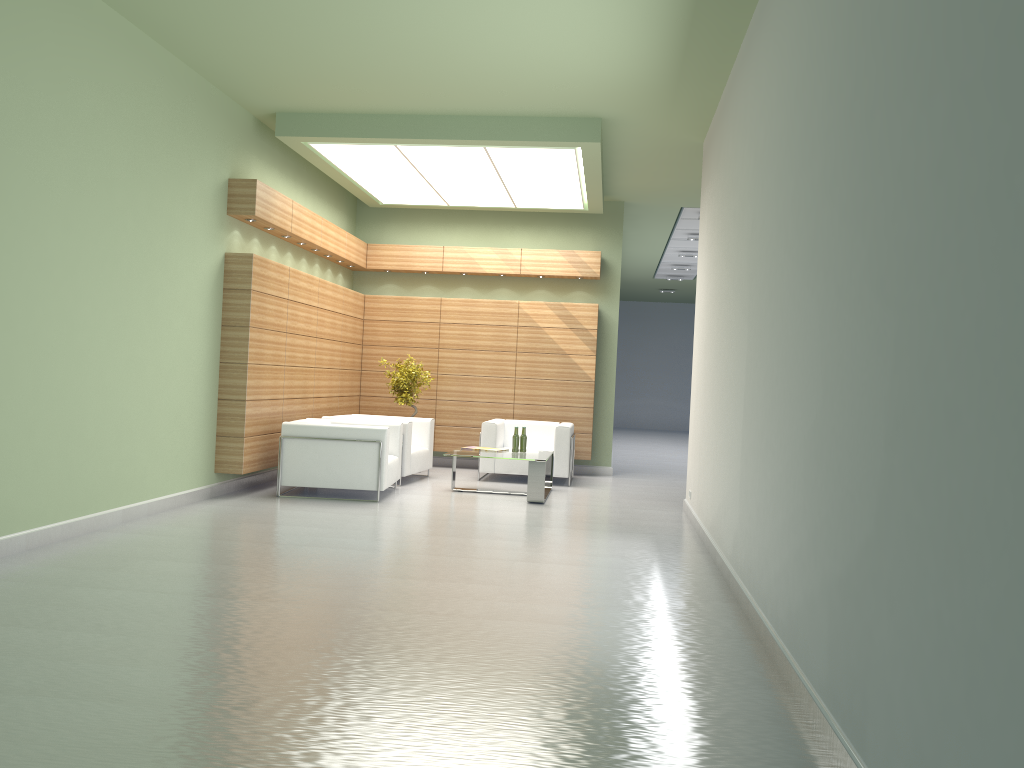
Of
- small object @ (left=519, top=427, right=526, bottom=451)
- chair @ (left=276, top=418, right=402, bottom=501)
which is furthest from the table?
chair @ (left=276, top=418, right=402, bottom=501)

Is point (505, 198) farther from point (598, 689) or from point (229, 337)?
point (598, 689)

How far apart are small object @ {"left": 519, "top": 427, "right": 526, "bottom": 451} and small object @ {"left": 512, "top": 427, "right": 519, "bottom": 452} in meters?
0.2

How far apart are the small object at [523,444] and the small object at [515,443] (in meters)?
0.17

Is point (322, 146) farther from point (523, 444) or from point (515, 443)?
point (523, 444)

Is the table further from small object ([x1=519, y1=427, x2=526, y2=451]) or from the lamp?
the lamp

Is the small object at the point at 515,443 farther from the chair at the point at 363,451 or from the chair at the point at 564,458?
the chair at the point at 363,451

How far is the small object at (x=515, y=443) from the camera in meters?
16.4 m

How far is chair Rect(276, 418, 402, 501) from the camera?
14.5 meters

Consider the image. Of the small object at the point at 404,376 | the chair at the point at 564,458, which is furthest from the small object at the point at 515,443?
the small object at the point at 404,376
